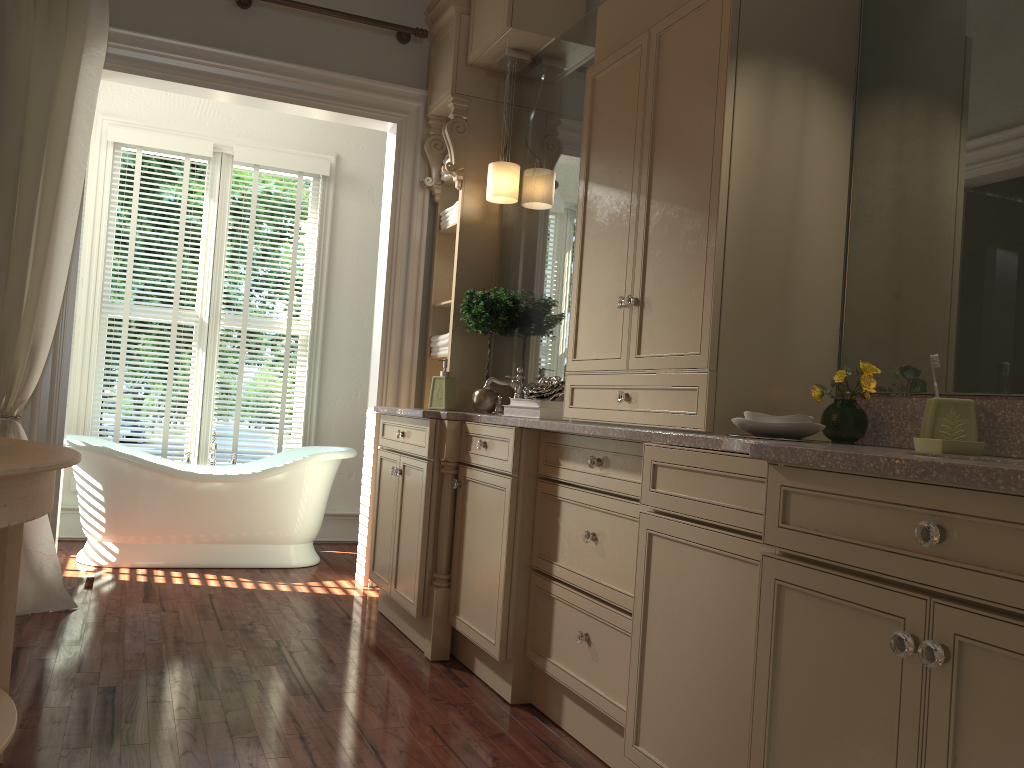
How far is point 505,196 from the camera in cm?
396

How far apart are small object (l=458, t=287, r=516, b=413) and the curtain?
1.7m

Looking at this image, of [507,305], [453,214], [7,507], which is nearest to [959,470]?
[7,507]

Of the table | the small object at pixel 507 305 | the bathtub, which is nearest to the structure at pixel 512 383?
the small object at pixel 507 305

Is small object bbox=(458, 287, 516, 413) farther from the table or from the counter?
the table

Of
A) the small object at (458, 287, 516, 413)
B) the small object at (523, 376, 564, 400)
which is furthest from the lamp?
the small object at (523, 376, 564, 400)

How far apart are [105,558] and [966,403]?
3.98m

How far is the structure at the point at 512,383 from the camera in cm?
378

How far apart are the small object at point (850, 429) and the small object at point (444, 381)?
2.1m

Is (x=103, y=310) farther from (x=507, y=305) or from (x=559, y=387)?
(x=559, y=387)
